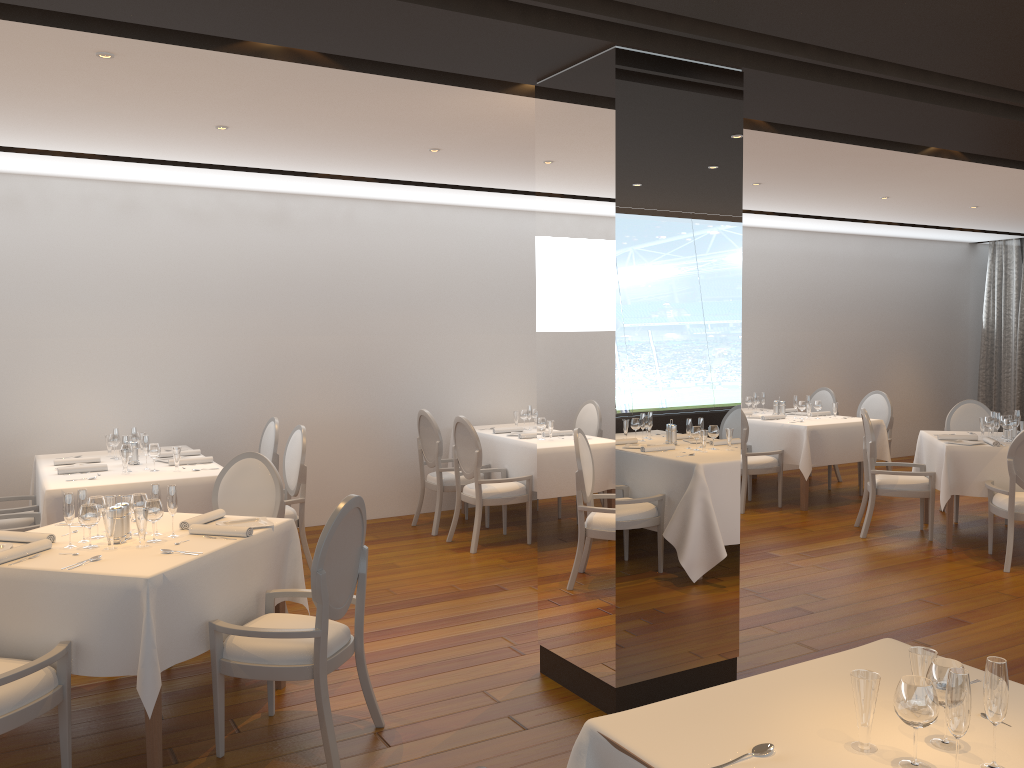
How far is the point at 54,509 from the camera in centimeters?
533cm

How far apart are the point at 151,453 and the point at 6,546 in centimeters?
216cm

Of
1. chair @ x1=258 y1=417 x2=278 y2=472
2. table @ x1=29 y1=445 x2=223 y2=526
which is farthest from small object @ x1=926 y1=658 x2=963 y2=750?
chair @ x1=258 y1=417 x2=278 y2=472

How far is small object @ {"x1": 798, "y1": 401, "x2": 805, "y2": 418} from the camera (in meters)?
9.18

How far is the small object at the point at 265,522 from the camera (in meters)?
4.31

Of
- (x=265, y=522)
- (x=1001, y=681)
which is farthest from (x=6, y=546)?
(x=1001, y=681)

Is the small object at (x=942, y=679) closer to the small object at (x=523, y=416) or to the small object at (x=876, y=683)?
the small object at (x=876, y=683)

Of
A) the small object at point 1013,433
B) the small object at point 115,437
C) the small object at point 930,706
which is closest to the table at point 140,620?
the small object at point 115,437

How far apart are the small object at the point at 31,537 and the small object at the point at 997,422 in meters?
6.9 m

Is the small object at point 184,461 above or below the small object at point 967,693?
below
